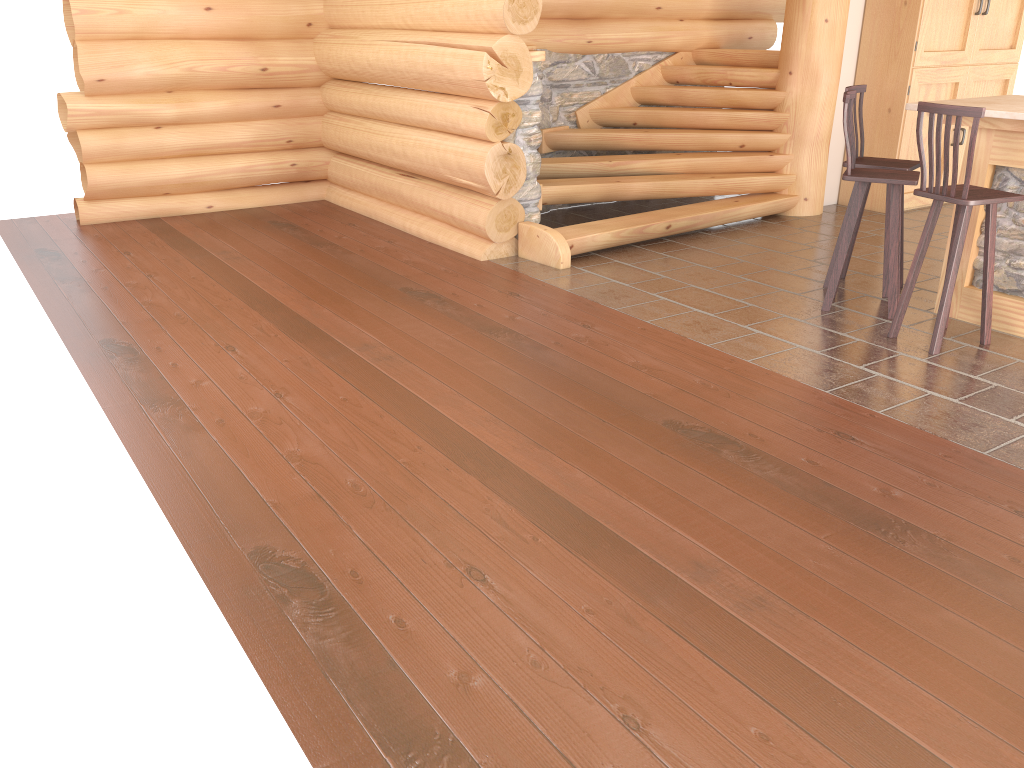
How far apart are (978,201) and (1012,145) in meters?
0.7

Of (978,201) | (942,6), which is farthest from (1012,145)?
(942,6)

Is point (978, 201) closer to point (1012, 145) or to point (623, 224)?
point (1012, 145)

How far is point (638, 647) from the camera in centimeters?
263cm

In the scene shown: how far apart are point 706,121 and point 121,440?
6.28m

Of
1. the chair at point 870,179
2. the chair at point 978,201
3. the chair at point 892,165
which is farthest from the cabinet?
the chair at point 978,201

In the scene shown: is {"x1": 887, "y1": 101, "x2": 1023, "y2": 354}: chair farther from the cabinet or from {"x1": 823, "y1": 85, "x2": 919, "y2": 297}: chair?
the cabinet

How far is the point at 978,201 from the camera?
4.61m

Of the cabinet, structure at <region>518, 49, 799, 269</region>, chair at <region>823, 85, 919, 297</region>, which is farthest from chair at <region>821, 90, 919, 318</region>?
the cabinet

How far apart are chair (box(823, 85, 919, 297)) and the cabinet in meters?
2.6 m
